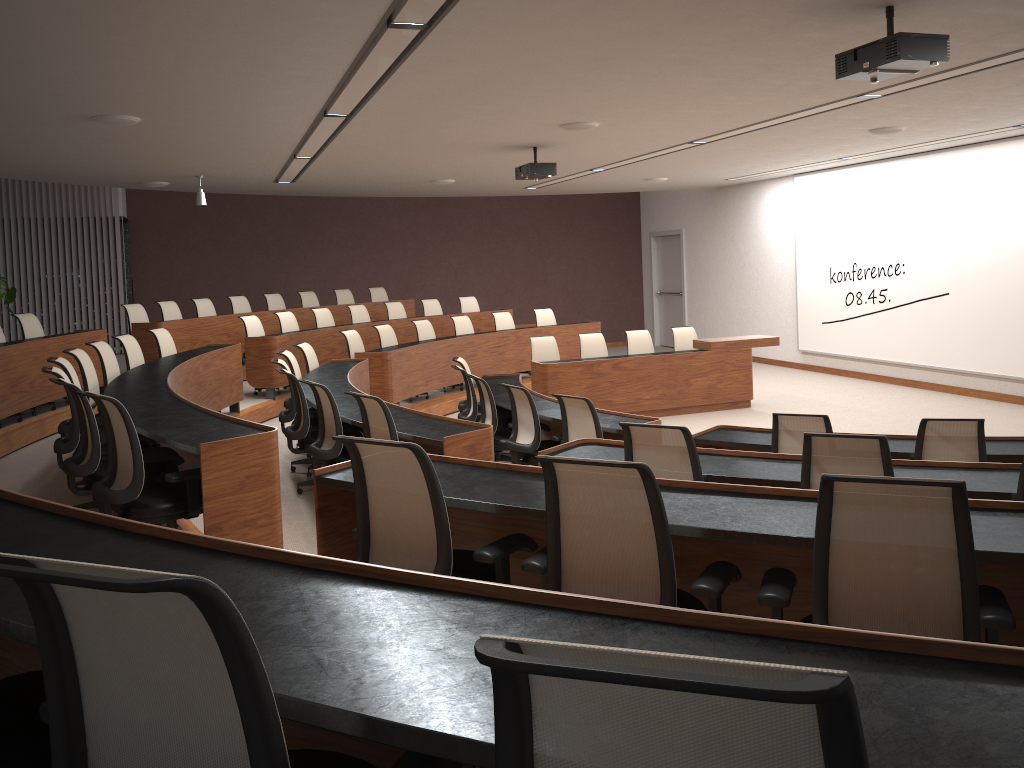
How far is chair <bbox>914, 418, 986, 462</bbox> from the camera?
4.80m

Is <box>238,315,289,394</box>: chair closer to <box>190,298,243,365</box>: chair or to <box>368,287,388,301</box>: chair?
<box>190,298,243,365</box>: chair

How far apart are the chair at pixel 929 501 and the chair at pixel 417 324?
→ 9.4m

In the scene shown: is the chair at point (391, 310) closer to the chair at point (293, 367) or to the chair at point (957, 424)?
the chair at point (293, 367)

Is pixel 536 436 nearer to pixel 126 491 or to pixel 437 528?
pixel 126 491

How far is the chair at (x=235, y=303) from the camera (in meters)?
12.65

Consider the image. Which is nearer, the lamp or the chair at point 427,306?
the lamp

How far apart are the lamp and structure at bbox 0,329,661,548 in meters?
2.1 m

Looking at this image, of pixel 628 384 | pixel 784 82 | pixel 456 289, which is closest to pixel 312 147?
pixel 628 384

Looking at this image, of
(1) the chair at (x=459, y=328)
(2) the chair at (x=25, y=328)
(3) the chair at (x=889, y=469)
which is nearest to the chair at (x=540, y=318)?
(1) the chair at (x=459, y=328)
